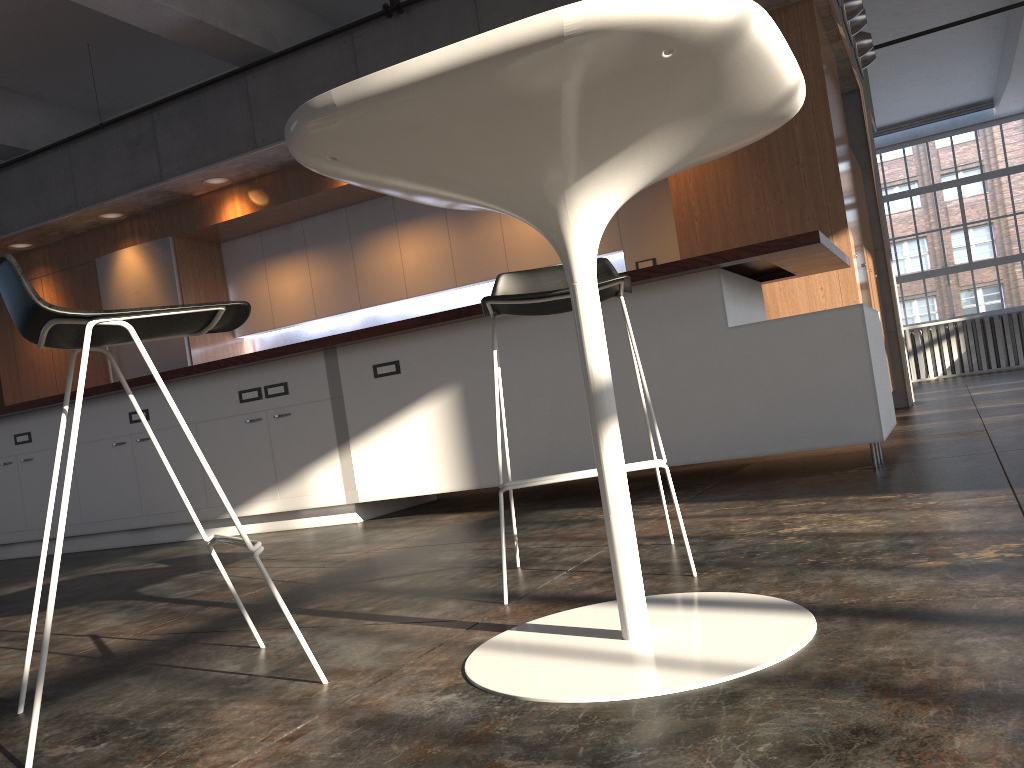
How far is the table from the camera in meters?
1.2 m

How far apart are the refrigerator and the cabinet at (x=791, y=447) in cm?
221

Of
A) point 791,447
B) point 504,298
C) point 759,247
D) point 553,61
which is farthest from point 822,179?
point 553,61

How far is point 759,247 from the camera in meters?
3.5

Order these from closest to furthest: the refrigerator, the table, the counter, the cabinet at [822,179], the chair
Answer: the table
the chair
the counter
the cabinet at [822,179]
the refrigerator

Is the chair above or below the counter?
below

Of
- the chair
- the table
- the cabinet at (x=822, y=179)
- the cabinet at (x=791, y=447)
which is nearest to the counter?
the cabinet at (x=791, y=447)

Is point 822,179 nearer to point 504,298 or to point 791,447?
point 791,447

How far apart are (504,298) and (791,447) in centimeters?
195cm

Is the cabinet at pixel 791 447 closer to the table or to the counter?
the counter
